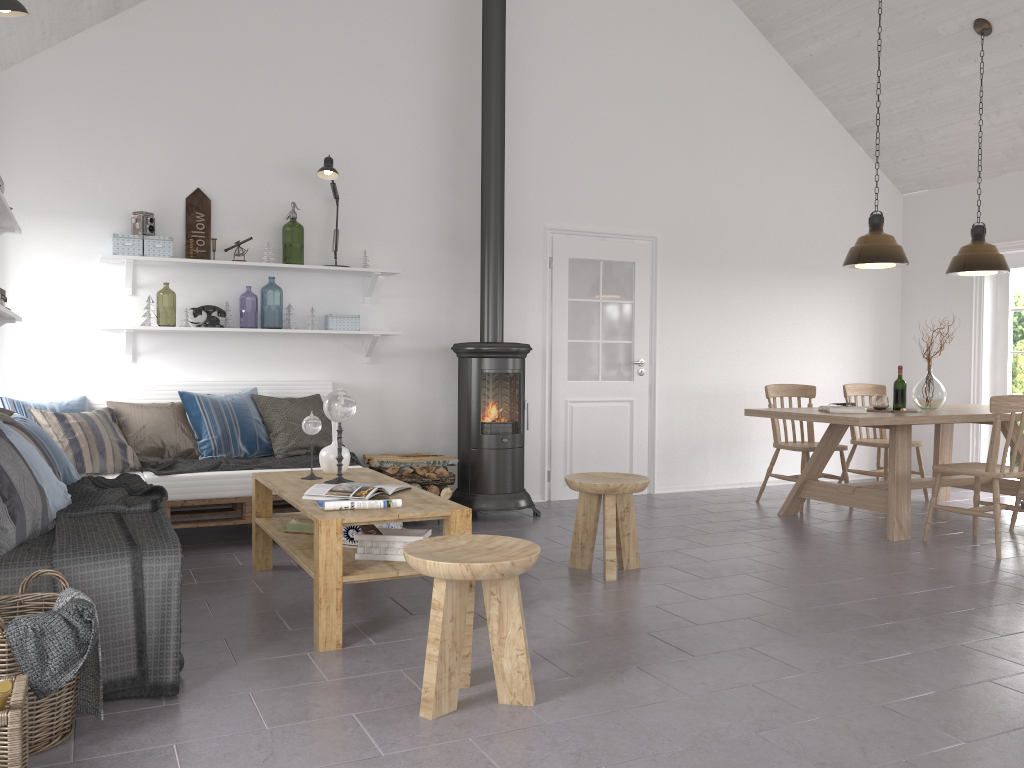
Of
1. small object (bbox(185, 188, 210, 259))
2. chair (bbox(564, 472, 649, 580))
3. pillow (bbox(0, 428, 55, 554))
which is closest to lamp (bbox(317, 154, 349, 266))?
small object (bbox(185, 188, 210, 259))

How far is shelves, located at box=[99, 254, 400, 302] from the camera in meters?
5.2 m

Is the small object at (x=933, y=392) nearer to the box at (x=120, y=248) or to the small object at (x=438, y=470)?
the small object at (x=438, y=470)

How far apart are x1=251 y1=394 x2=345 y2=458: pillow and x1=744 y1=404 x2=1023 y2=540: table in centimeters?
280cm

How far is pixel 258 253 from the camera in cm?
576

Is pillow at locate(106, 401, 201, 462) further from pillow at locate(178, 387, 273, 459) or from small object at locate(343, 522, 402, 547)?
small object at locate(343, 522, 402, 547)

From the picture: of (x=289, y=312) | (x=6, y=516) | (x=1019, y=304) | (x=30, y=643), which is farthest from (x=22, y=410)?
(x=1019, y=304)

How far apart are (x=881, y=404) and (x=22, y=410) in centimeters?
521cm

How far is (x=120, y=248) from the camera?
5.2 meters

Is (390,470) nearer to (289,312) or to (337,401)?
(289,312)
